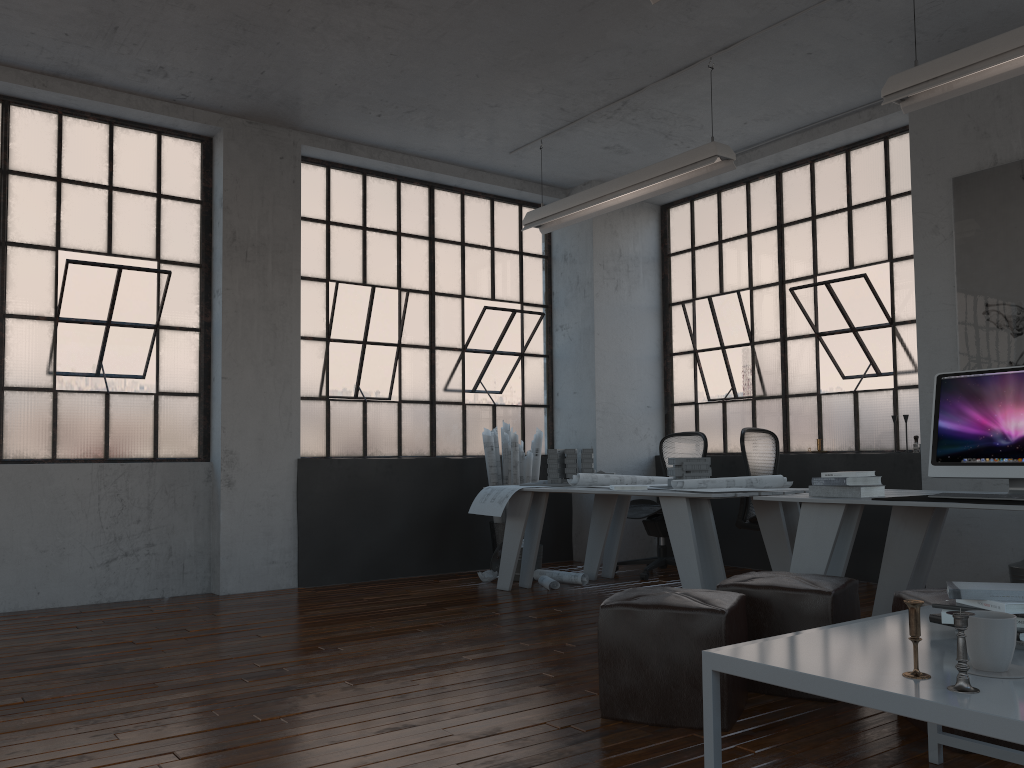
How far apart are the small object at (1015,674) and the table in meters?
0.0

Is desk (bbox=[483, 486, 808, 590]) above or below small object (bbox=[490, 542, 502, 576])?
above

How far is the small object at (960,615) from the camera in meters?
1.6 m

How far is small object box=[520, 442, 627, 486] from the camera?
6.2 meters

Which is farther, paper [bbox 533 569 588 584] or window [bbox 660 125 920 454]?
window [bbox 660 125 920 454]

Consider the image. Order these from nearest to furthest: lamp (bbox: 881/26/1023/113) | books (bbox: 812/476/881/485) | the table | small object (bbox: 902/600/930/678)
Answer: the table
small object (bbox: 902/600/930/678)
lamp (bbox: 881/26/1023/113)
books (bbox: 812/476/881/485)

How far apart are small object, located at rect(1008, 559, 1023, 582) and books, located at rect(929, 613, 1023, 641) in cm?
329

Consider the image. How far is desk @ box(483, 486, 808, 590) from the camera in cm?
466

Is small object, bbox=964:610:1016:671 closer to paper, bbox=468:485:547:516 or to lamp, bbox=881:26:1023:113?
lamp, bbox=881:26:1023:113

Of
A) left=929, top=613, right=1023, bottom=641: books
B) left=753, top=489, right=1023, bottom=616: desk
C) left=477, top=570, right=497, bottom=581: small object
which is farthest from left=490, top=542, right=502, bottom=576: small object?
left=929, top=613, right=1023, bottom=641: books
